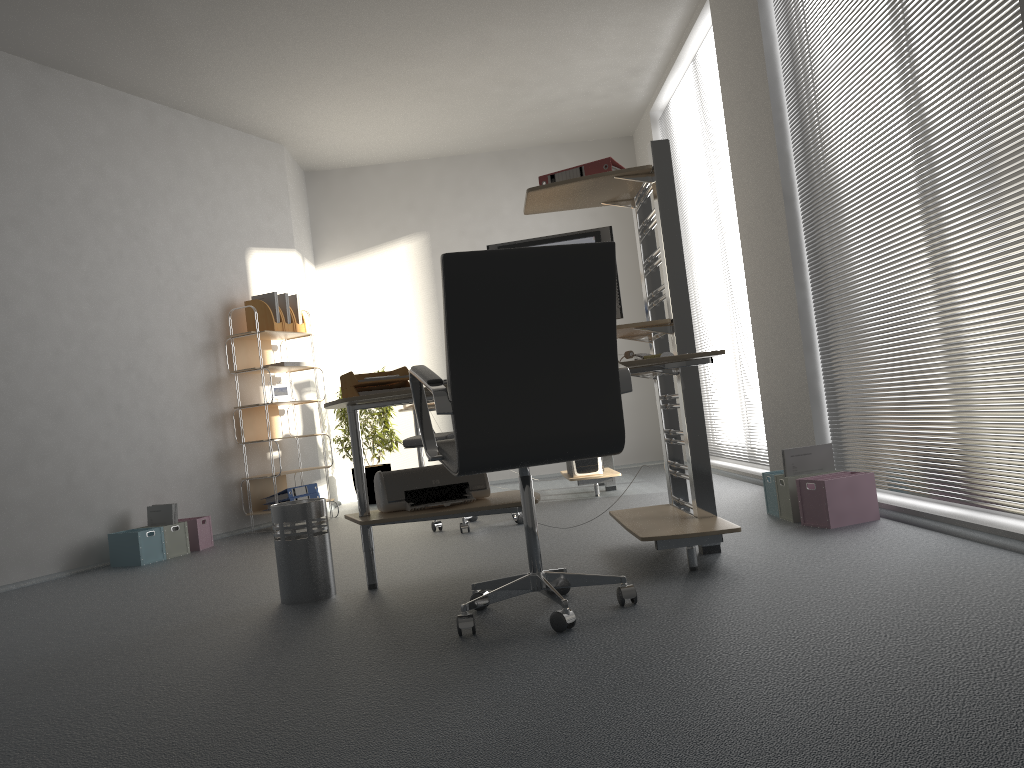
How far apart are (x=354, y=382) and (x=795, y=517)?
1.9m

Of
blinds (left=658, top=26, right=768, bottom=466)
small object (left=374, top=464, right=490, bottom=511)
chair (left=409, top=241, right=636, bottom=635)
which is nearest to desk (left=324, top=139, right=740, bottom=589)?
small object (left=374, top=464, right=490, bottom=511)

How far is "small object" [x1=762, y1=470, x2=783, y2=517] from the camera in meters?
4.0 m

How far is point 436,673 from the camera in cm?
216

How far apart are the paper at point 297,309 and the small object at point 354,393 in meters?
3.1

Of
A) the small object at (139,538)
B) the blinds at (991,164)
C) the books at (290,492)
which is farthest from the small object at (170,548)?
the blinds at (991,164)

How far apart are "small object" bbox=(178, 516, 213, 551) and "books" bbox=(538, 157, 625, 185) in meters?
3.2 m

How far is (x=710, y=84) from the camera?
5.7m

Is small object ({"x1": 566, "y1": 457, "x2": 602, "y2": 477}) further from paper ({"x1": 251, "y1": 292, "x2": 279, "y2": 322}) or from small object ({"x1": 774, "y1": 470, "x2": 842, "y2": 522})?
paper ({"x1": 251, "y1": 292, "x2": 279, "y2": 322})

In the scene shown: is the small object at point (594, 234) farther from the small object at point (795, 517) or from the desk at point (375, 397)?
the small object at point (795, 517)
